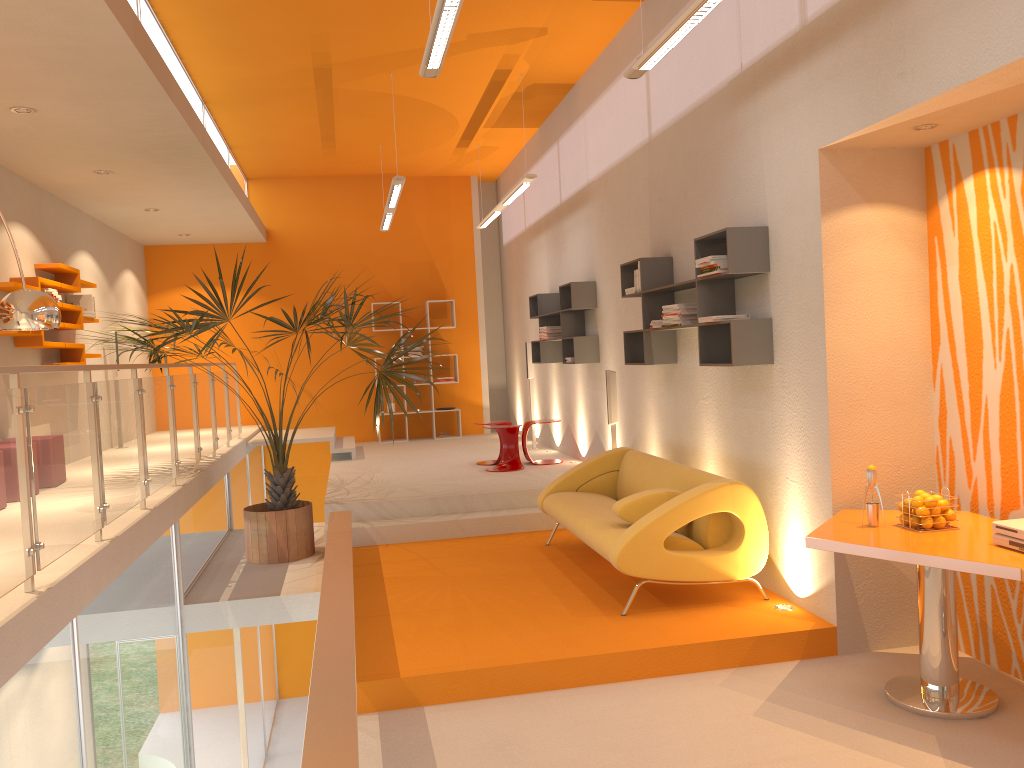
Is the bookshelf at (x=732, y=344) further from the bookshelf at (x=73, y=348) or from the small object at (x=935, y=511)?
the bookshelf at (x=73, y=348)

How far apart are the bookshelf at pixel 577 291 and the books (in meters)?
4.63

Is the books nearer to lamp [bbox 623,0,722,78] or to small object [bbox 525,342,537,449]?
small object [bbox 525,342,537,449]

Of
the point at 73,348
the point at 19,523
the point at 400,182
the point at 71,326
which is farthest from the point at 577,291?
the point at 19,523

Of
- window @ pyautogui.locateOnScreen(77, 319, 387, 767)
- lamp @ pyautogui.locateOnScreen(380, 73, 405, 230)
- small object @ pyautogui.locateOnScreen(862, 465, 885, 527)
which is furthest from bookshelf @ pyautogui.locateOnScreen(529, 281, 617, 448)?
window @ pyautogui.locateOnScreen(77, 319, 387, 767)

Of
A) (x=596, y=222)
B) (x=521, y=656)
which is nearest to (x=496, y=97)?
(x=596, y=222)

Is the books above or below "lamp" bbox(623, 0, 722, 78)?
below

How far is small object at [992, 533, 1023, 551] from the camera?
3.50m

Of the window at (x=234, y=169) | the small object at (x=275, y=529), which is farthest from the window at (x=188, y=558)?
the window at (x=234, y=169)

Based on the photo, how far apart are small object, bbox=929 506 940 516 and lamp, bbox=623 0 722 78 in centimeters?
256cm
